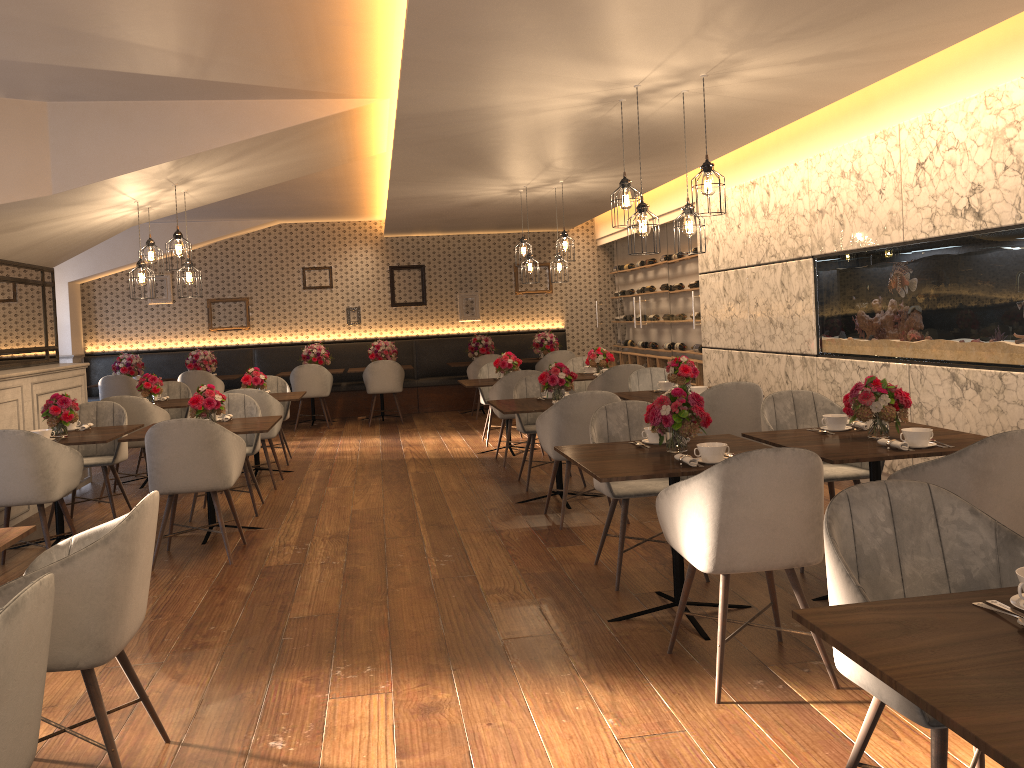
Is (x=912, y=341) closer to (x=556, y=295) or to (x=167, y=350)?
(x=556, y=295)

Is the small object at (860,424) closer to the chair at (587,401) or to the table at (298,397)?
the chair at (587,401)

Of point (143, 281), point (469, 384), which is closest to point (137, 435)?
point (143, 281)

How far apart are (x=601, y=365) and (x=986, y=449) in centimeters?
588cm

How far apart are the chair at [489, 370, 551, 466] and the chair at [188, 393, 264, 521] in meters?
2.3 m

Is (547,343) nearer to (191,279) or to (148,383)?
(148,383)

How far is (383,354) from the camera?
12.26m

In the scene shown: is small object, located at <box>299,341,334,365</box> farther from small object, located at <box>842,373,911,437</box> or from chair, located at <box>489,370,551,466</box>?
small object, located at <box>842,373,911,437</box>

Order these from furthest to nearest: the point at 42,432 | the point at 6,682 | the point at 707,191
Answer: the point at 42,432 < the point at 707,191 < the point at 6,682

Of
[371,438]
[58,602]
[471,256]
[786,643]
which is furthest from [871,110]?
[471,256]
